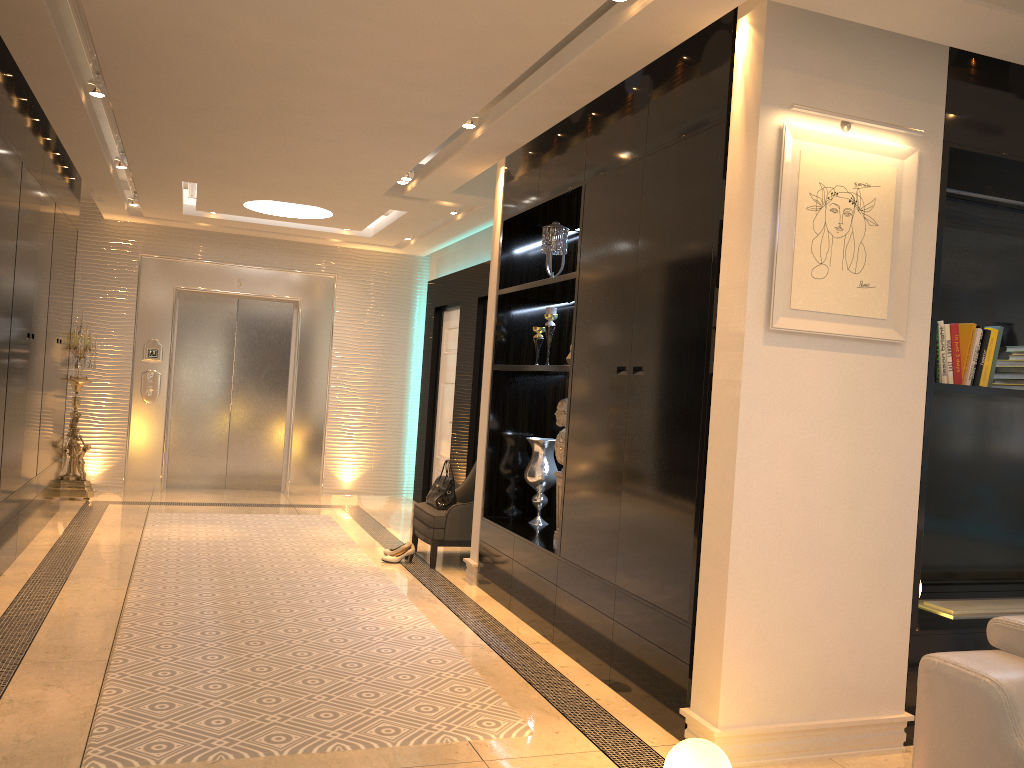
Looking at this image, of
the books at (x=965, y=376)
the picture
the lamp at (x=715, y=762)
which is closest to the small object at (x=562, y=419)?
the picture

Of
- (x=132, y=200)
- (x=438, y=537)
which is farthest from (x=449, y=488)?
(x=132, y=200)

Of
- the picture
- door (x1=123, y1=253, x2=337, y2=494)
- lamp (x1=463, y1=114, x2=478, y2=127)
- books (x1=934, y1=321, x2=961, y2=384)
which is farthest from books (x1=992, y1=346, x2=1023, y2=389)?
door (x1=123, y1=253, x2=337, y2=494)

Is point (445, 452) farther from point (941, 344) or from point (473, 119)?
point (941, 344)

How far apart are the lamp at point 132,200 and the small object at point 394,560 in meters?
4.2

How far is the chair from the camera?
6.05m

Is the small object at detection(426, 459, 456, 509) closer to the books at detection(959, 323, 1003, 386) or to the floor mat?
the floor mat

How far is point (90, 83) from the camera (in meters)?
4.65

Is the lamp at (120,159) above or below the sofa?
above

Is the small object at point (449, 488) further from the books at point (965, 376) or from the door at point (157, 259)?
the books at point (965, 376)
